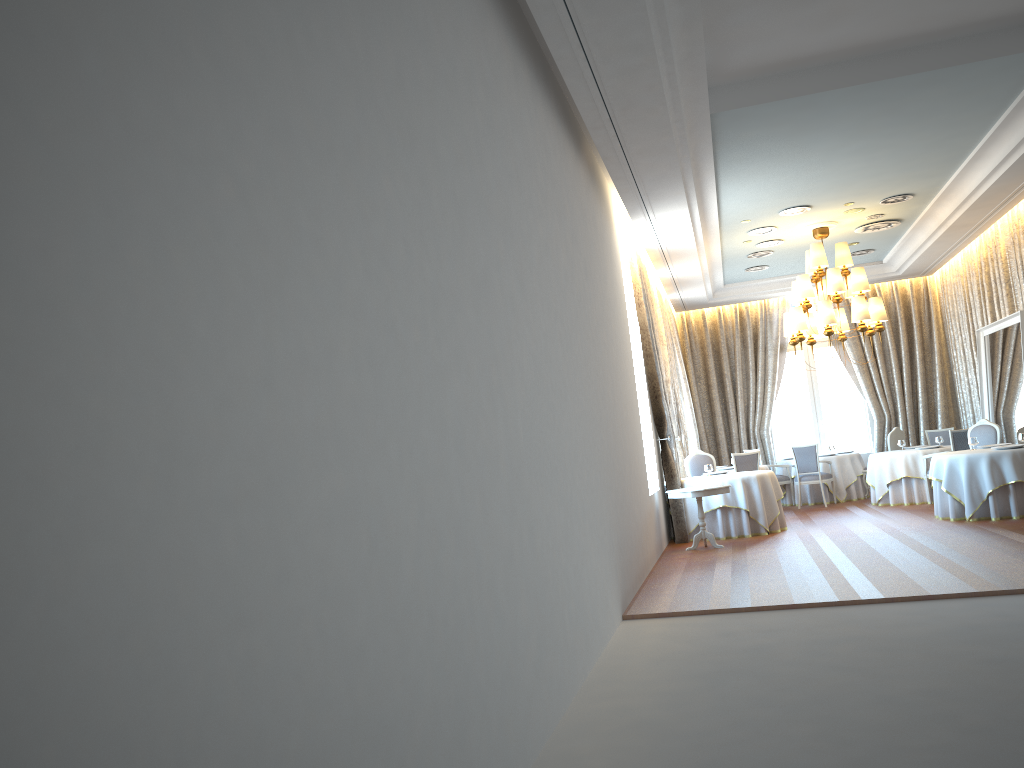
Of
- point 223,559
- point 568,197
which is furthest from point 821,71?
point 223,559

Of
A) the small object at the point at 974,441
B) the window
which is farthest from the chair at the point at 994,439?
the window

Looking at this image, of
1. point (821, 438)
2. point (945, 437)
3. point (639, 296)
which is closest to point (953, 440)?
point (945, 437)

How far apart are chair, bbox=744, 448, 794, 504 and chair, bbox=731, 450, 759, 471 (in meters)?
2.44

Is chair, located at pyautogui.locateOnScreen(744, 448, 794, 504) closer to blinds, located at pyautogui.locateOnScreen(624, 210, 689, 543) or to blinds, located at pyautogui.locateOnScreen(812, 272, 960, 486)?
blinds, located at pyautogui.locateOnScreen(812, 272, 960, 486)

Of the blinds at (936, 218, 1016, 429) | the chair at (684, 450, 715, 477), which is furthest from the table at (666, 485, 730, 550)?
the blinds at (936, 218, 1016, 429)

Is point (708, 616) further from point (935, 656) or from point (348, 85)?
point (348, 85)

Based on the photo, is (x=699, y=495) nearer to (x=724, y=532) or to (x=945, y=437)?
(x=724, y=532)

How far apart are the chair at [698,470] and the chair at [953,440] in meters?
3.5 m

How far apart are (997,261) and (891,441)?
3.7 meters
